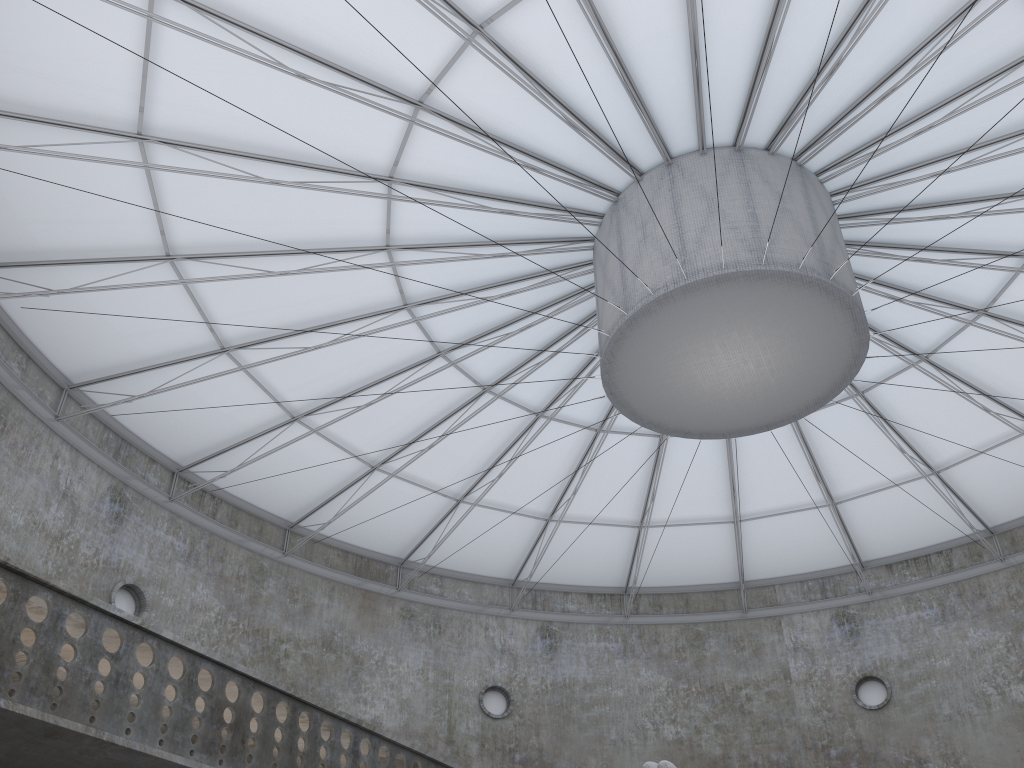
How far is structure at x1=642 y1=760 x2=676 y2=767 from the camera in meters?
16.9

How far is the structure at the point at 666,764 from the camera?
16.9m

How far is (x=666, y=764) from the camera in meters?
16.9 m
